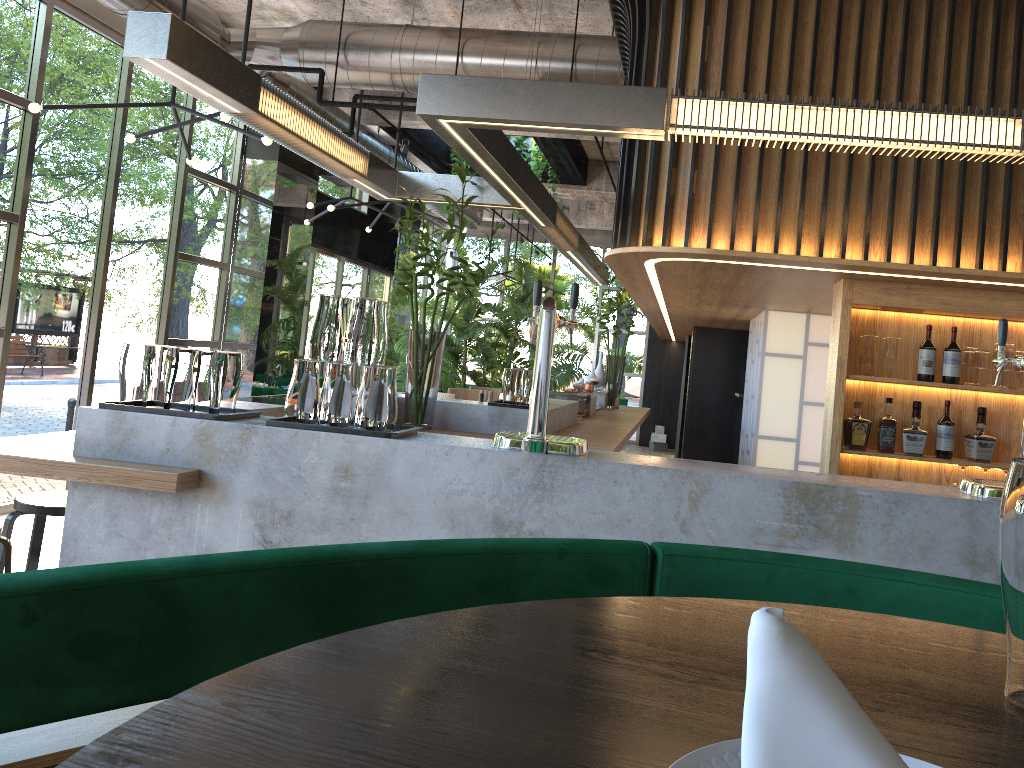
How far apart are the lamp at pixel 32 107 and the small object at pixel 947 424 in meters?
4.1 m

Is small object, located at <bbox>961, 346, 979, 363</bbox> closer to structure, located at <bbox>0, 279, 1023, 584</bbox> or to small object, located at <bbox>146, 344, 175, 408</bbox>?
structure, located at <bbox>0, 279, 1023, 584</bbox>

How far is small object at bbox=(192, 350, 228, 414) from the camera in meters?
2.7

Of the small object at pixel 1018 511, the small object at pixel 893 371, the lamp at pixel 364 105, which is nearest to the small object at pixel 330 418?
the small object at pixel 1018 511

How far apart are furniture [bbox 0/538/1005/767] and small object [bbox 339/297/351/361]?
1.6m

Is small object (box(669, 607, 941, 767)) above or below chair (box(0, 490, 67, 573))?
above

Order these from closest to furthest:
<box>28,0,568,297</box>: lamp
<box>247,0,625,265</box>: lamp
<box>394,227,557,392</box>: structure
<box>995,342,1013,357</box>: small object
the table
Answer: the table, <box>995,342,1013,357</box>: small object, <box>28,0,568,297</box>: lamp, <box>247,0,625,265</box>: lamp, <box>394,227,557,392</box>: structure

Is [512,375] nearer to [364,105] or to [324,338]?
[324,338]

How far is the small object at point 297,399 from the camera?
2.7 meters

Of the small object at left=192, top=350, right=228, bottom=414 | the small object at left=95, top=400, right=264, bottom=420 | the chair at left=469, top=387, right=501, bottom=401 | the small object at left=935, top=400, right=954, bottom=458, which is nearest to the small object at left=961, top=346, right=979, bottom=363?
the small object at left=935, top=400, right=954, bottom=458
